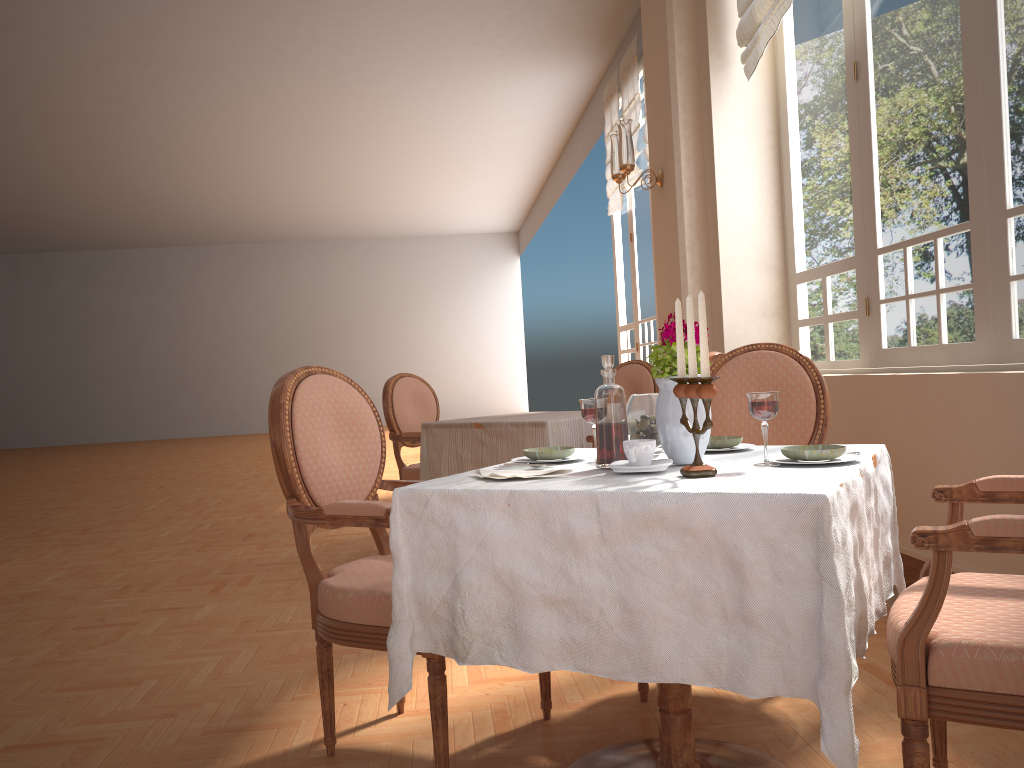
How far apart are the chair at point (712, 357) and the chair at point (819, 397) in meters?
1.0

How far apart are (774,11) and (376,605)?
3.4 meters

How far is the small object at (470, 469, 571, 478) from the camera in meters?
1.7

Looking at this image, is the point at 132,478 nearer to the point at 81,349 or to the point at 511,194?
the point at 511,194

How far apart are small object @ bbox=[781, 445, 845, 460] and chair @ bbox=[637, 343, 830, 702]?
0.8m

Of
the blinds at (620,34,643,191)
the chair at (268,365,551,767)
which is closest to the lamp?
the blinds at (620,34,643,191)

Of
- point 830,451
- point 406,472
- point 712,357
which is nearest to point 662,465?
point 830,451

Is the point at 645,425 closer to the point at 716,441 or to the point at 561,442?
the point at 716,441

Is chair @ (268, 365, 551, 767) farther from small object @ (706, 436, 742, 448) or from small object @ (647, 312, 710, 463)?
small object @ (706, 436, 742, 448)

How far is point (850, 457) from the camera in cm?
165
